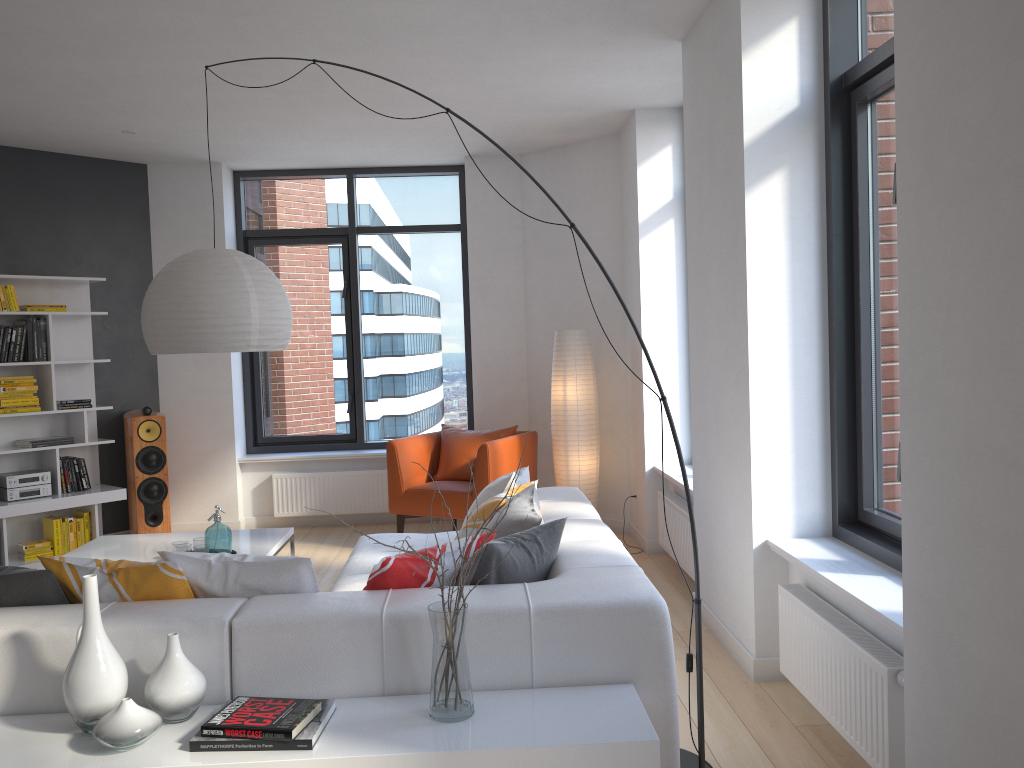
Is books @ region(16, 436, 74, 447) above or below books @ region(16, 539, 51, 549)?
above

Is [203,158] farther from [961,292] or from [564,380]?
[961,292]

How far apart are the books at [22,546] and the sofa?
2.84m

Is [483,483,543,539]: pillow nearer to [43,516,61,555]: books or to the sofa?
the sofa

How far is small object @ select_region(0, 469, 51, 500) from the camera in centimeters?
608cm

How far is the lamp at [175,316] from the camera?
3.41m

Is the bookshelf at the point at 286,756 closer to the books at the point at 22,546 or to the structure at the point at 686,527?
the structure at the point at 686,527

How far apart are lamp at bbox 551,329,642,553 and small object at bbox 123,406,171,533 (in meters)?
2.96

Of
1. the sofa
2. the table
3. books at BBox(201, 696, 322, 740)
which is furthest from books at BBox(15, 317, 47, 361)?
books at BBox(201, 696, 322, 740)

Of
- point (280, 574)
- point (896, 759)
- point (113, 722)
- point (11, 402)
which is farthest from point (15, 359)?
point (896, 759)
